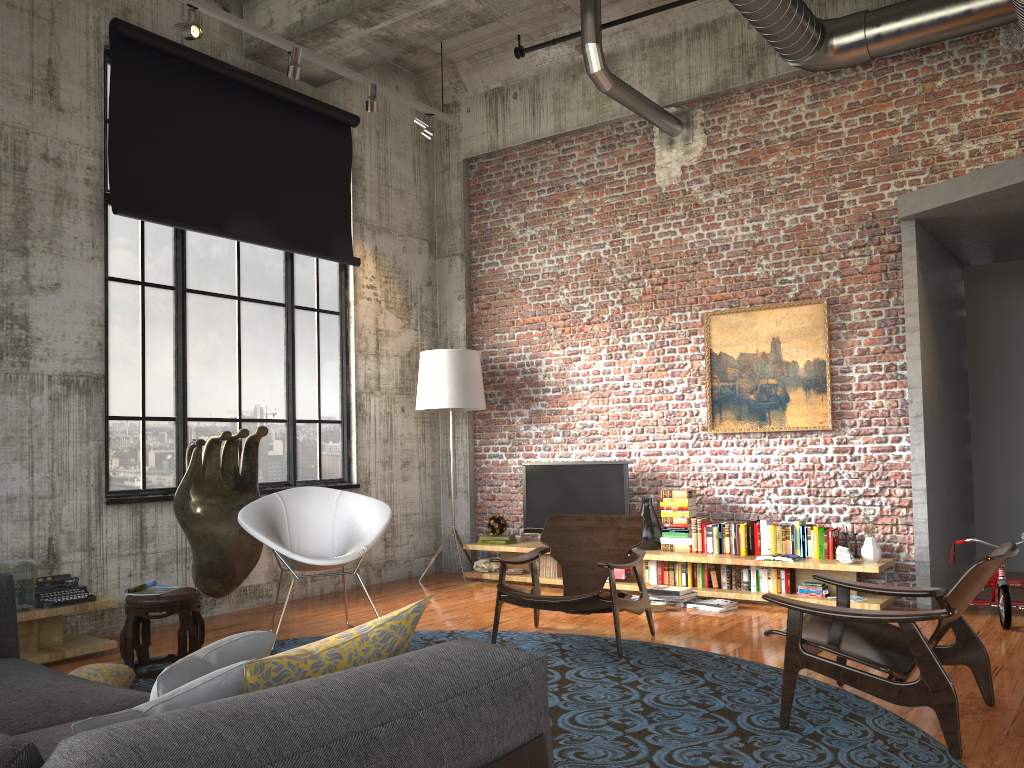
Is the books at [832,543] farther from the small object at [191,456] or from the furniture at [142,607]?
the furniture at [142,607]

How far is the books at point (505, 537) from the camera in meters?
8.5 m

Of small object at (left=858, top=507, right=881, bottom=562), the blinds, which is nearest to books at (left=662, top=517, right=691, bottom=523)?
small object at (left=858, top=507, right=881, bottom=562)

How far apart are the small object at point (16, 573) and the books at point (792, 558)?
5.13m

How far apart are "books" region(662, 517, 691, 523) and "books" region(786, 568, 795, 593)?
1.0 meters

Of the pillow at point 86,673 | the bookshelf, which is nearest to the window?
the bookshelf

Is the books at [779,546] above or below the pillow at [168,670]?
below

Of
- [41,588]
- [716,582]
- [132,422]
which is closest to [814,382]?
[716,582]

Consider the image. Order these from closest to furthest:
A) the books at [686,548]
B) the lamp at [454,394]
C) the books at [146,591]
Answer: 1. the books at [146,591]
2. the books at [686,548]
3. the lamp at [454,394]

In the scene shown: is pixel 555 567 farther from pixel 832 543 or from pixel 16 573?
pixel 16 573
